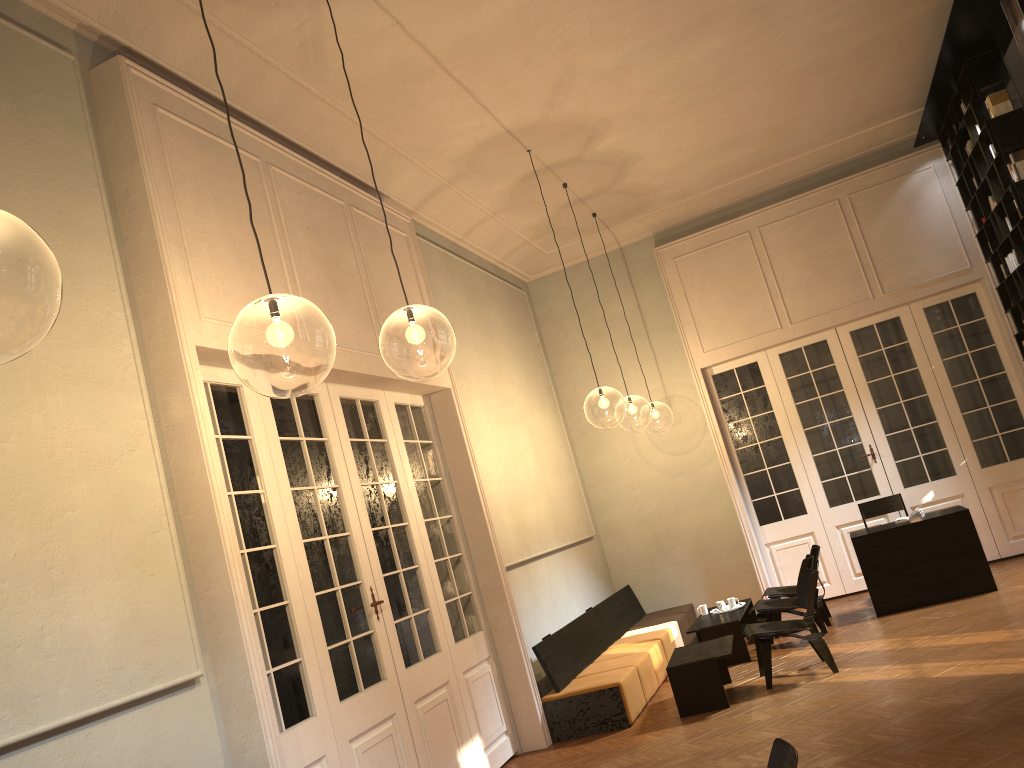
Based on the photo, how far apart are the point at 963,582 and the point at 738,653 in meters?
2.4 m

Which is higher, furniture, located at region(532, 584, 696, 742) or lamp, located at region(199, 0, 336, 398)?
lamp, located at region(199, 0, 336, 398)

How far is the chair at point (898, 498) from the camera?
10.3m

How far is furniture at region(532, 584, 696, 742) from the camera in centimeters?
748cm

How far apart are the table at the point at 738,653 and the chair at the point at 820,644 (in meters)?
0.79

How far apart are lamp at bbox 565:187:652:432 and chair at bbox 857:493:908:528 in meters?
11.3 m

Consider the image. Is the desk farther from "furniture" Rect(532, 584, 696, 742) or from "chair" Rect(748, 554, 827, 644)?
"furniture" Rect(532, 584, 696, 742)

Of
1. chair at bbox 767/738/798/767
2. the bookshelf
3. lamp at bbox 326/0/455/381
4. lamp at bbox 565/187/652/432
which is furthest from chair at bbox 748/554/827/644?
lamp at bbox 565/187/652/432

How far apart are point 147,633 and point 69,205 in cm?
217

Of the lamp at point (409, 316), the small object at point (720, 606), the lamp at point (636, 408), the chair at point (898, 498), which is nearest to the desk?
the chair at point (898, 498)
